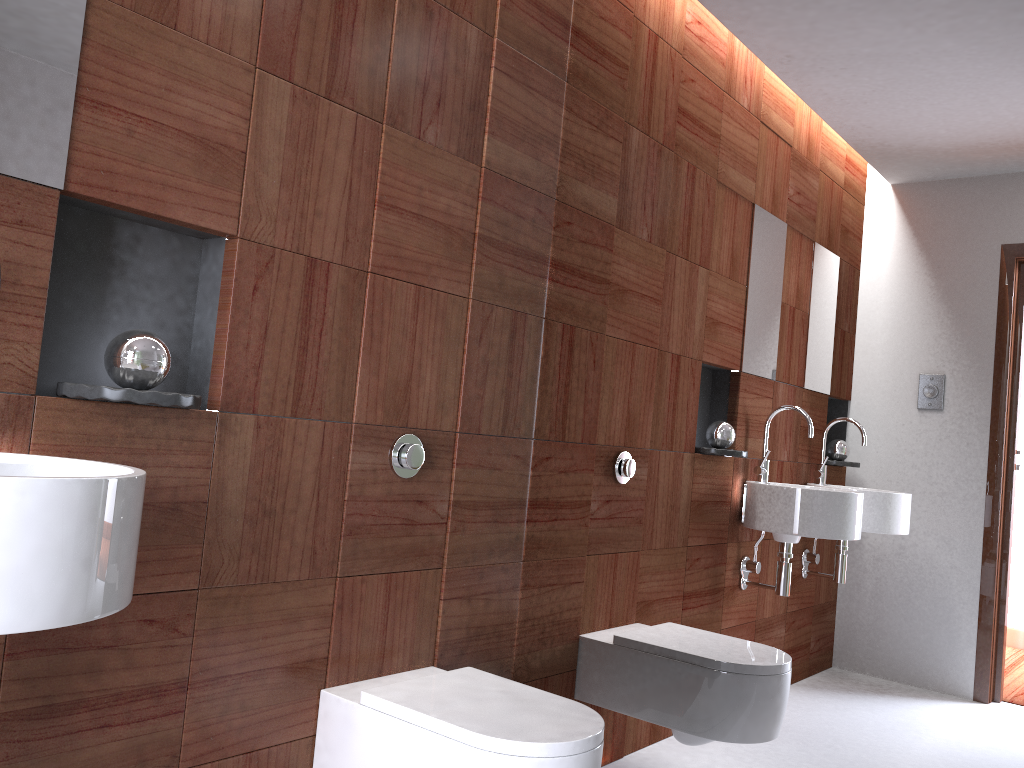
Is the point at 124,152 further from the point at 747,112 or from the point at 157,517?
the point at 747,112

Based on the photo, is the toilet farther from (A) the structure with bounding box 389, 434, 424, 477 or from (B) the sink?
(B) the sink

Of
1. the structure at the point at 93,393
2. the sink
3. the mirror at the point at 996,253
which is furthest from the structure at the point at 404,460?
the sink

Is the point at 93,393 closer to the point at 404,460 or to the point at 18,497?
the point at 18,497

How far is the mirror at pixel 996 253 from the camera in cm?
167

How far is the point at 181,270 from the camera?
1.7m

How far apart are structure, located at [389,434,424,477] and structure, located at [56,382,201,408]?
0.53m

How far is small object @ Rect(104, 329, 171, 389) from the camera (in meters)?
1.41

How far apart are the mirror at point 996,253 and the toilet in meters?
0.3

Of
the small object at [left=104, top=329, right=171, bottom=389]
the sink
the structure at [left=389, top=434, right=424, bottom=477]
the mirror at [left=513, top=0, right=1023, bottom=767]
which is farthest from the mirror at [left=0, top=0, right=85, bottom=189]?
the mirror at [left=513, top=0, right=1023, bottom=767]
